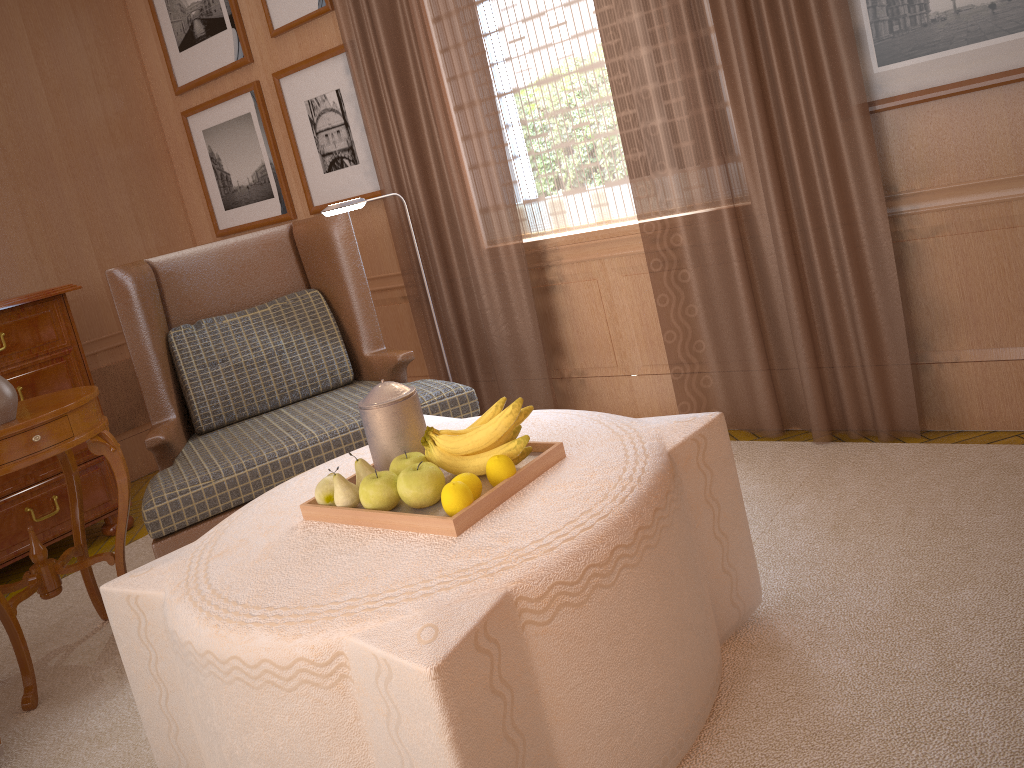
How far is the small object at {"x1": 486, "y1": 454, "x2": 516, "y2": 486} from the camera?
3.1 meters

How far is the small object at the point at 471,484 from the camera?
3.1 meters

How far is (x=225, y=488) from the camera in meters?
4.7 m

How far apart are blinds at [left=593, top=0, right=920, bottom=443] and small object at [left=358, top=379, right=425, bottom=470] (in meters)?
2.48

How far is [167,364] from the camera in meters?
5.6

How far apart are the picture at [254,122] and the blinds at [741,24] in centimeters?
353cm

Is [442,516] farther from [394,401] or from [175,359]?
[175,359]

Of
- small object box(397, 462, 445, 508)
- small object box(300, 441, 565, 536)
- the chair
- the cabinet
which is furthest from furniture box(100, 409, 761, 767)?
the cabinet

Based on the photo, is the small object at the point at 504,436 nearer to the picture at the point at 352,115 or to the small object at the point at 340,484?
the small object at the point at 340,484

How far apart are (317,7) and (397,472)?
4.8 meters
